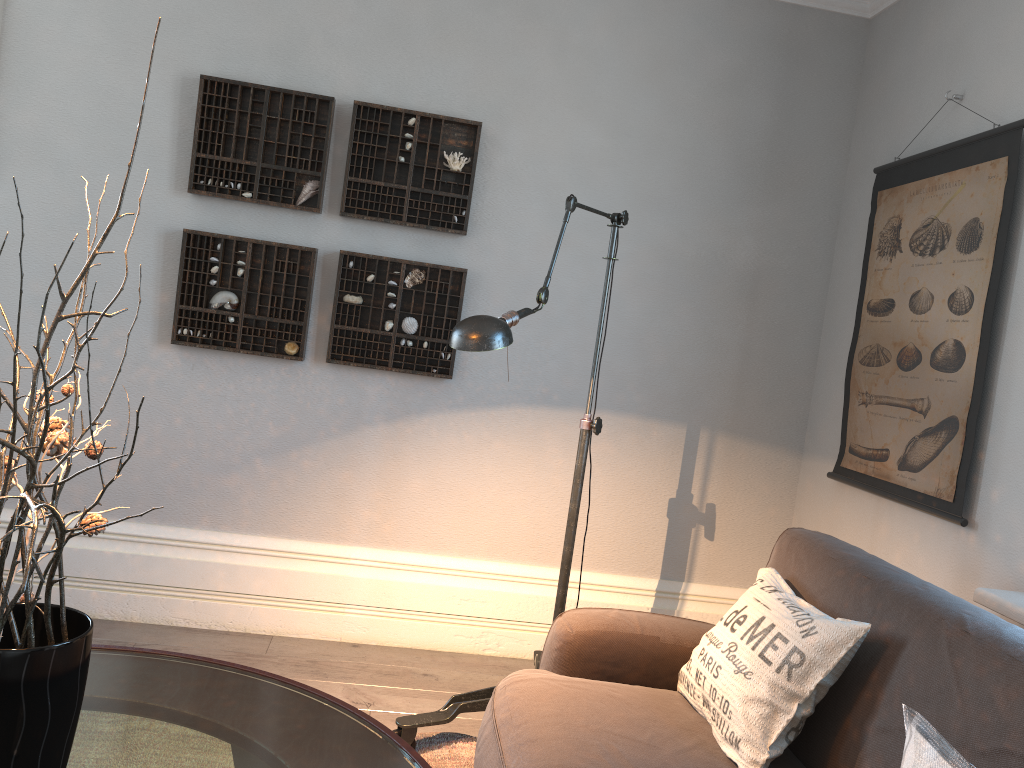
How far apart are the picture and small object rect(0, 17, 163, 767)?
2.2 meters

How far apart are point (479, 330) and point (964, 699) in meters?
1.2

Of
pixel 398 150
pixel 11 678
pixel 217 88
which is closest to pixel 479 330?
pixel 11 678

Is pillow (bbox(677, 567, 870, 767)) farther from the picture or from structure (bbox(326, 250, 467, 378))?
structure (bbox(326, 250, 467, 378))

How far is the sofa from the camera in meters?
1.5 m

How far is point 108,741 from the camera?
1.4 meters

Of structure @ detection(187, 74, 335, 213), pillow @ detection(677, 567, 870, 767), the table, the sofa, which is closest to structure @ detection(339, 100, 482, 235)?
structure @ detection(187, 74, 335, 213)

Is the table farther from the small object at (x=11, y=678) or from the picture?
the picture

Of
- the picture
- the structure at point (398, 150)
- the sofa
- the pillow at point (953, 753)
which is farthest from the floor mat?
the structure at point (398, 150)

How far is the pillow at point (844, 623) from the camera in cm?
176
